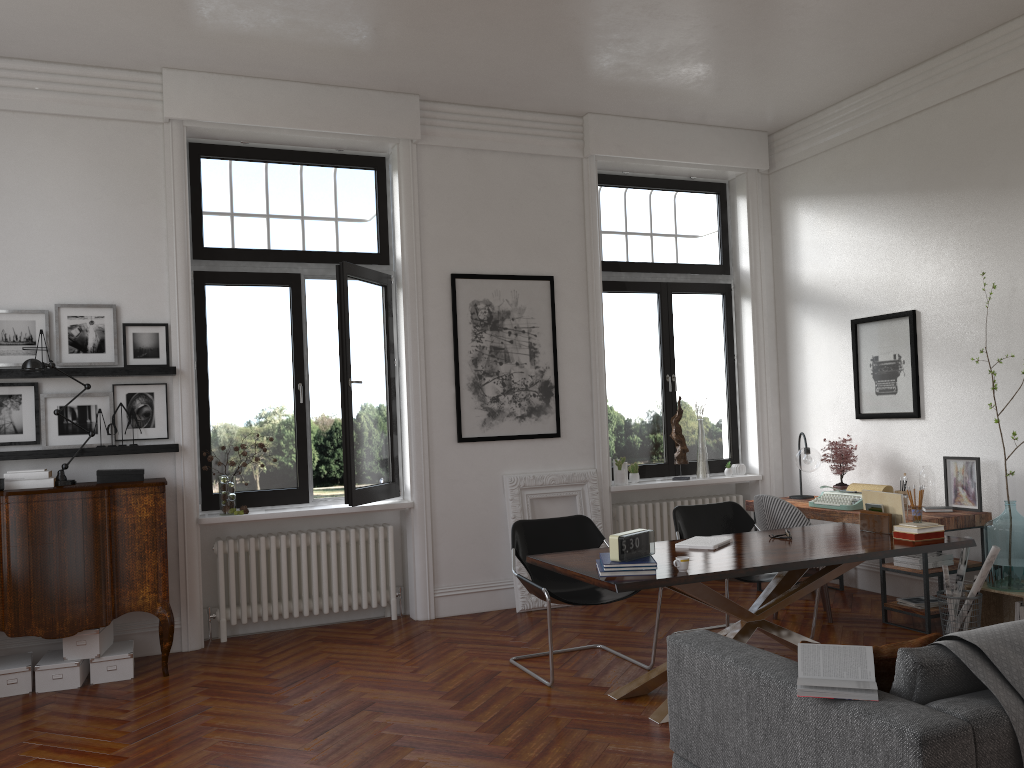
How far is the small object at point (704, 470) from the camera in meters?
7.8

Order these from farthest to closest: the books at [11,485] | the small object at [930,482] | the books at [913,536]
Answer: the small object at [930,482] → the books at [11,485] → the books at [913,536]

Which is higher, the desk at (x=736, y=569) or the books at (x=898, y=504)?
the books at (x=898, y=504)

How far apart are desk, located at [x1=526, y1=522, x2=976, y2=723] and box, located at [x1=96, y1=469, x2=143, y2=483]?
2.66m

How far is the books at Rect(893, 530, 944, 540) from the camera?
4.8m

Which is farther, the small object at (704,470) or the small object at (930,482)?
the small object at (704,470)

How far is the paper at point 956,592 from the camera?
5.7 meters

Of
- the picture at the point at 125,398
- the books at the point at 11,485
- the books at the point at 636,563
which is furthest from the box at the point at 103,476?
the books at the point at 636,563

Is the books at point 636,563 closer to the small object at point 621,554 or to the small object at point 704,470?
the small object at point 621,554

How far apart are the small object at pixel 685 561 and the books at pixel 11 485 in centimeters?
381cm
